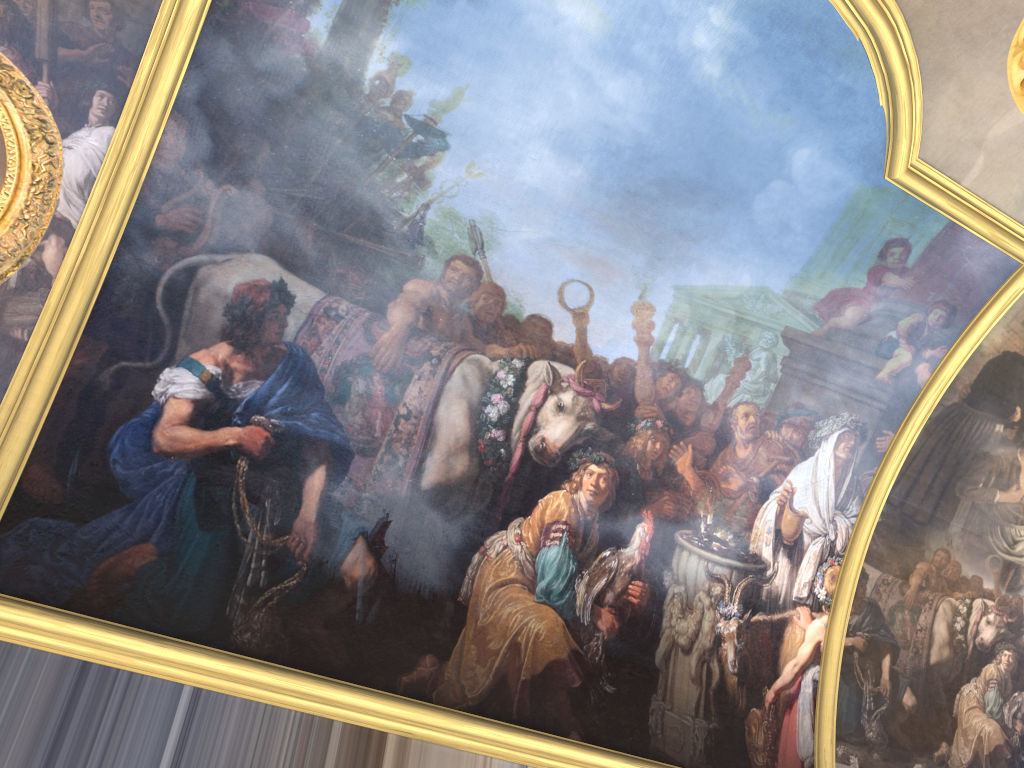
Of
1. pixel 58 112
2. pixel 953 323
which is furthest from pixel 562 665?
pixel 58 112
